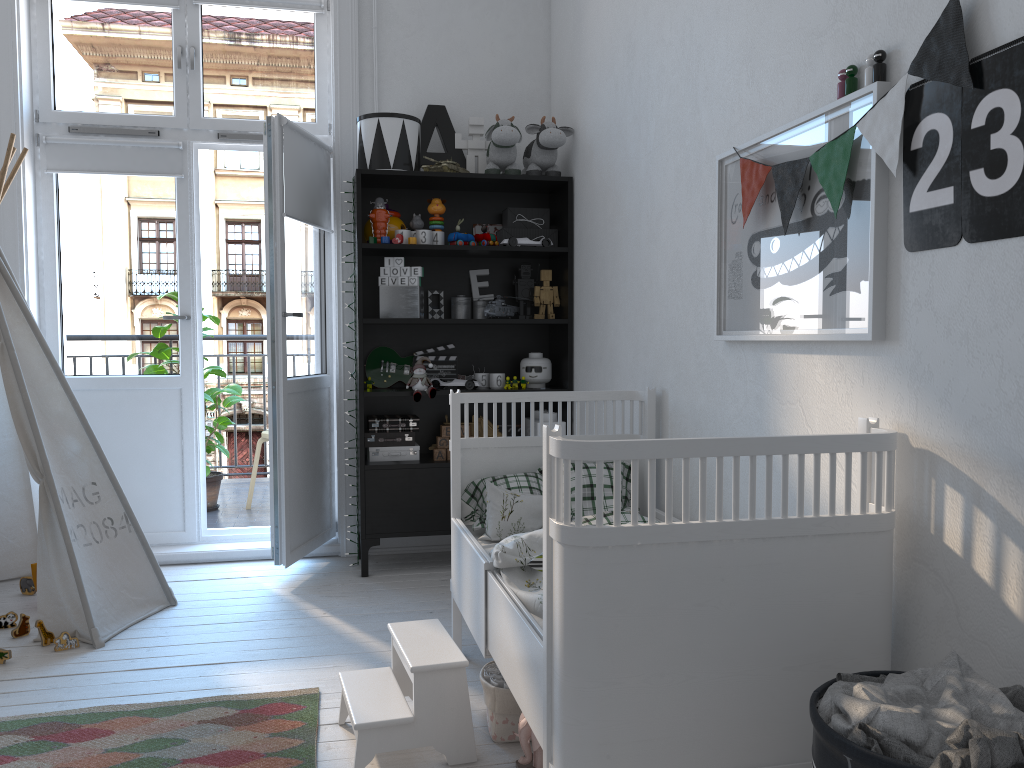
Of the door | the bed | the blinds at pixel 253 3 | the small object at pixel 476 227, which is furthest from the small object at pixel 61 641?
the blinds at pixel 253 3

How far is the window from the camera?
3.83m

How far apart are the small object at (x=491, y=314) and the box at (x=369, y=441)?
0.62m

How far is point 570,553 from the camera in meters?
1.5 m

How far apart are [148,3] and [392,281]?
1.6m

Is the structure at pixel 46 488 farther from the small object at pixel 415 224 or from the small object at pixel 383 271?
the small object at pixel 415 224

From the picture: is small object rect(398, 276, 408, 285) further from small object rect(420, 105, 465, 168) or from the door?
small object rect(420, 105, 465, 168)

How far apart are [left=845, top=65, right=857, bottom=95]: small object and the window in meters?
2.8 m

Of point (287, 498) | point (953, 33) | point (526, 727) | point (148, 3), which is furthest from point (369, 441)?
point (953, 33)

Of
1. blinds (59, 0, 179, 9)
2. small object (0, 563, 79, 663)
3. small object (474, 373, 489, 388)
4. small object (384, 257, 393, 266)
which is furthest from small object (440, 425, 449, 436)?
blinds (59, 0, 179, 9)
